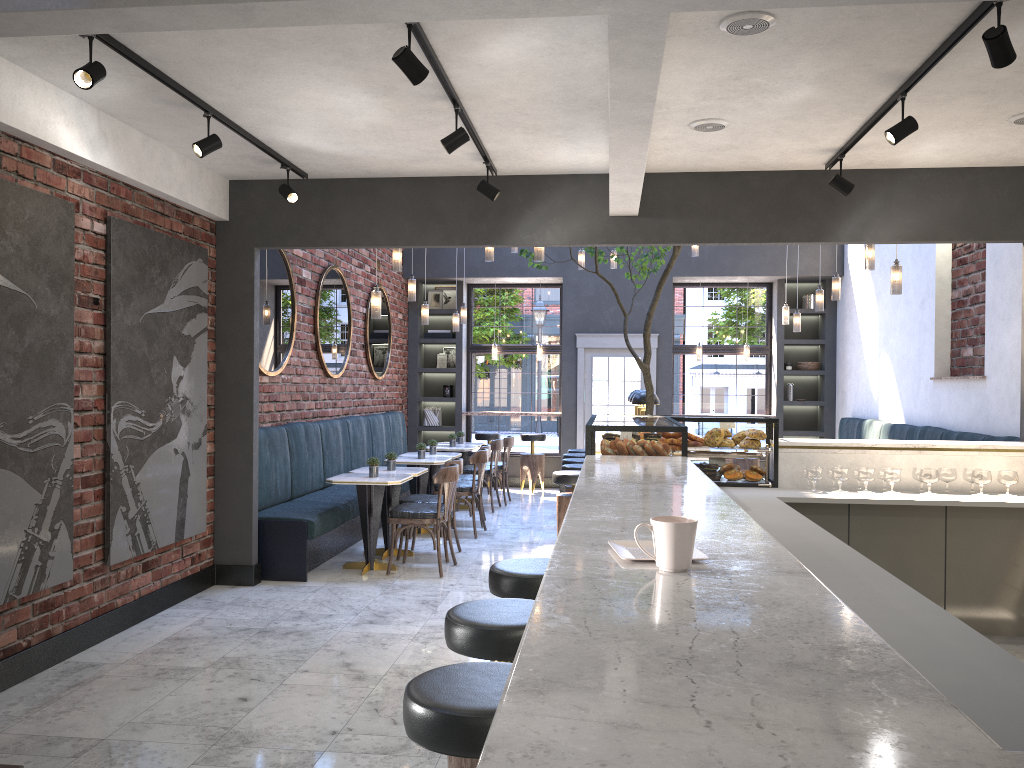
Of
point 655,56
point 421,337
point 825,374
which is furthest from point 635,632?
point 421,337

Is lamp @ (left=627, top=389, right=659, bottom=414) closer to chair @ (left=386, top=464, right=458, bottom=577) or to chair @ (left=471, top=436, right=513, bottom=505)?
chair @ (left=471, top=436, right=513, bottom=505)

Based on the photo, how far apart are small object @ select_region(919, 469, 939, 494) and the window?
7.36m

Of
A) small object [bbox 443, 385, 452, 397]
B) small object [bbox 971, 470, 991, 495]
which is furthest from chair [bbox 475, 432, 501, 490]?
small object [bbox 971, 470, 991, 495]

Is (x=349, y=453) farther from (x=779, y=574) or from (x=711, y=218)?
(x=779, y=574)

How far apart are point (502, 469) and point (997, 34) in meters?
8.4 m

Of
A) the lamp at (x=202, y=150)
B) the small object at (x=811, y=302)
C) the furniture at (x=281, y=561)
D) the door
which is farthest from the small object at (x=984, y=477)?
the small object at (x=811, y=302)

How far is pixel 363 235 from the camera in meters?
6.5

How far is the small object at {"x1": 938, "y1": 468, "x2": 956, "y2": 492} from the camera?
5.5m

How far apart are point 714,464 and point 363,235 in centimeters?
297cm
